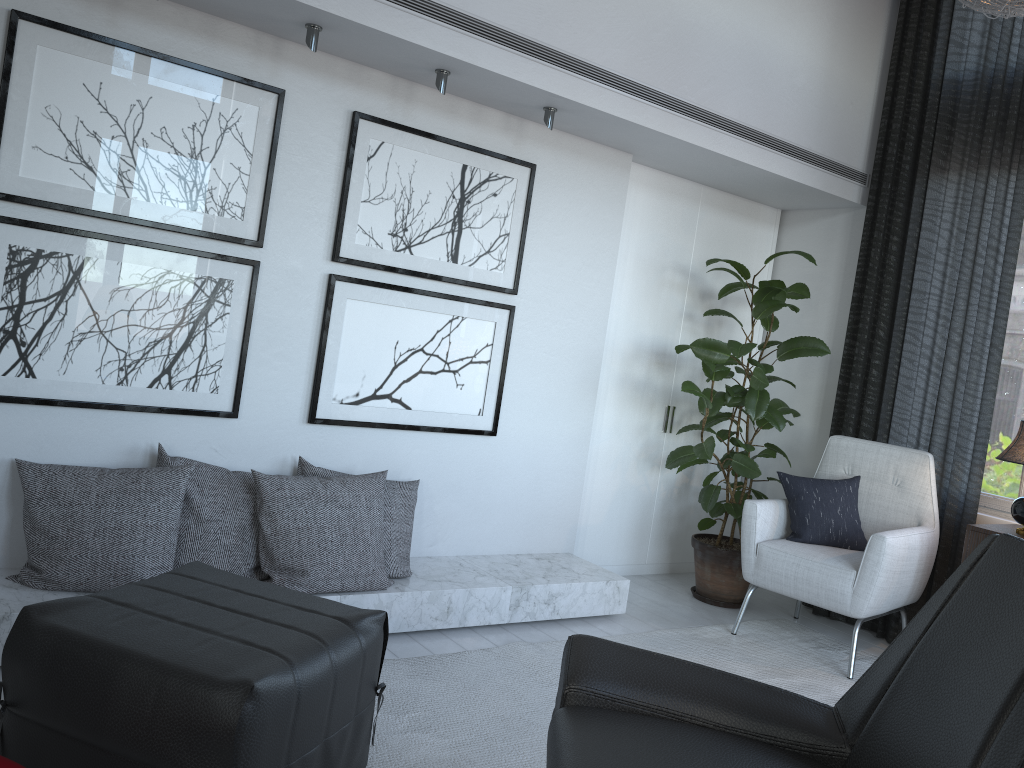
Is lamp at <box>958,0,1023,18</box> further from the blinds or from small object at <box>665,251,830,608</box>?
small object at <box>665,251,830,608</box>

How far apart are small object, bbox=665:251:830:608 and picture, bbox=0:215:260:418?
1.75m

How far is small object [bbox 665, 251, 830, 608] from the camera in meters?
3.7 m

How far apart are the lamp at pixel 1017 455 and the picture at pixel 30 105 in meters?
2.7

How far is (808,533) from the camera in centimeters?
351cm

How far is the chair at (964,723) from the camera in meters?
1.4

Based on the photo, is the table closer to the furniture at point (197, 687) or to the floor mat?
the furniture at point (197, 687)

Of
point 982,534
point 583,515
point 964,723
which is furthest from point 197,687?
point 982,534

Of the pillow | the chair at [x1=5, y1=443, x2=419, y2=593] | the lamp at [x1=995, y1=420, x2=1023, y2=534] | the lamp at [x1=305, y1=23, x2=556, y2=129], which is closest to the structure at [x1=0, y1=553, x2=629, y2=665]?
the chair at [x1=5, y1=443, x2=419, y2=593]

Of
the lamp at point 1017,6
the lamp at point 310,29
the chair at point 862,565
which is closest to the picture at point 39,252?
the lamp at point 310,29
